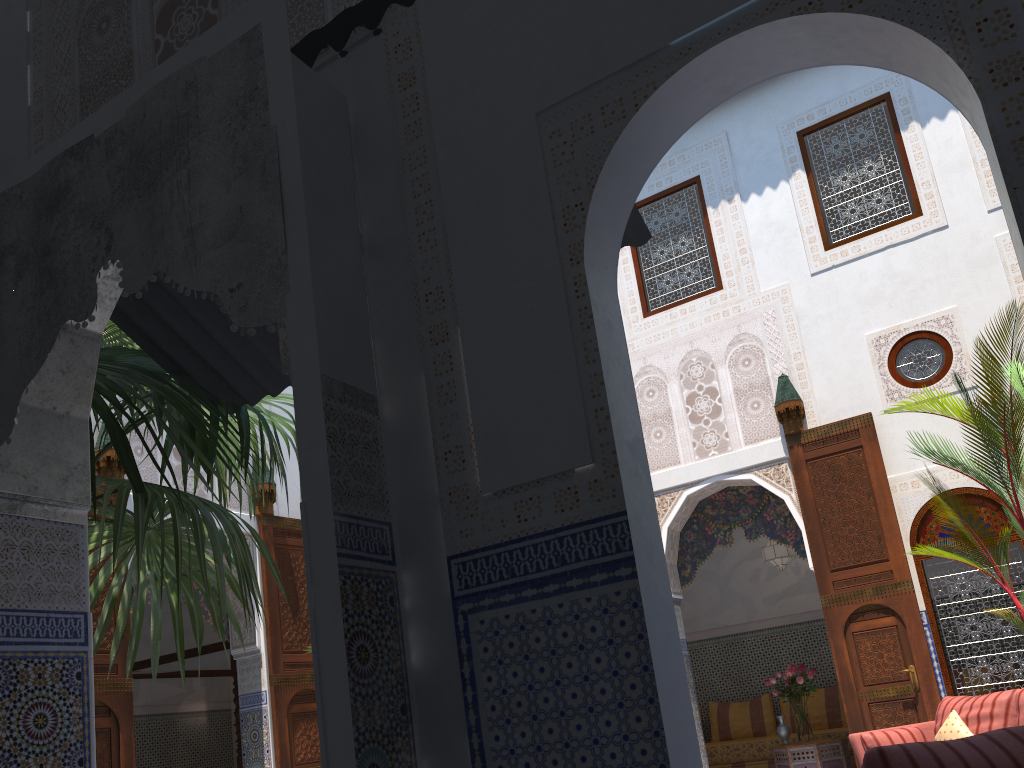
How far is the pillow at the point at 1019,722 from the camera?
4.0 meters

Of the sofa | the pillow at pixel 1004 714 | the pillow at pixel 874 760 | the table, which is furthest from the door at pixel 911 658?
the pillow at pixel 874 760

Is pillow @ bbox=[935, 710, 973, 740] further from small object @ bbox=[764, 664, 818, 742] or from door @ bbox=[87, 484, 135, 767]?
door @ bbox=[87, 484, 135, 767]

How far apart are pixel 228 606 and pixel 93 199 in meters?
2.4 m

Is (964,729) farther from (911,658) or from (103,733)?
(103,733)

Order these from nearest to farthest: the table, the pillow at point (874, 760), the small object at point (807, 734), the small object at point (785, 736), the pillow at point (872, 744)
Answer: the pillow at point (874, 760) < the pillow at point (872, 744) < the table < the small object at point (807, 734) < the small object at point (785, 736)

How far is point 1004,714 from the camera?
4.19m

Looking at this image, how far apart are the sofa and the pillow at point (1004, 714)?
0.2 meters

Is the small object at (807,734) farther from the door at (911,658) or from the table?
the door at (911,658)

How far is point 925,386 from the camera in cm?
504
